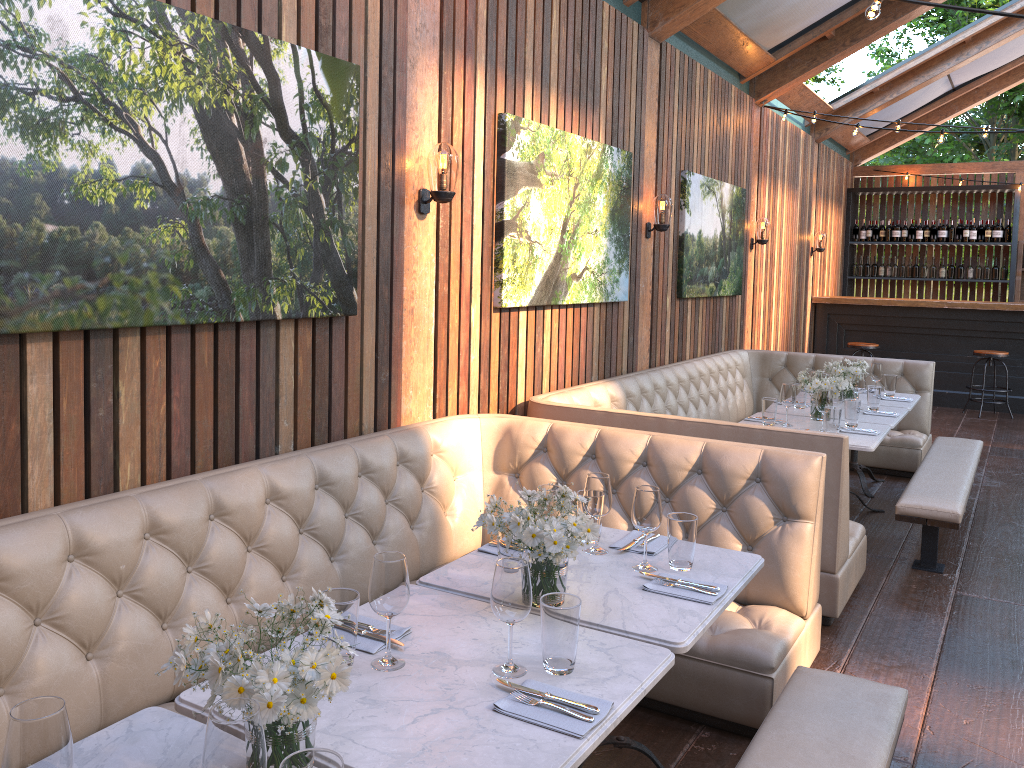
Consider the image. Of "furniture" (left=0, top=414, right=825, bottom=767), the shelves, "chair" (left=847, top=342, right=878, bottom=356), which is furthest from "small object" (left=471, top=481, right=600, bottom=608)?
the shelves

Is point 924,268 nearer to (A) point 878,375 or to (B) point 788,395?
(A) point 878,375

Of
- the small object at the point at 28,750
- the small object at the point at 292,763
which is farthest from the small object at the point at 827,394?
the small object at the point at 28,750

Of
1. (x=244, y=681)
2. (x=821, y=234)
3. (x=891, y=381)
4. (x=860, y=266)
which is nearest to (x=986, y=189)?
(x=860, y=266)

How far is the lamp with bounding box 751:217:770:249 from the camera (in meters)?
8.55

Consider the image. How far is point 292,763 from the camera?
1.3m

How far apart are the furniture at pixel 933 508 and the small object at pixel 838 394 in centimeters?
60cm

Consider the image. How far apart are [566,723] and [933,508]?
3.47m

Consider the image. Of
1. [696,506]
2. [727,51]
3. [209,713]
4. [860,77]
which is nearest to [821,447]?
[696,506]

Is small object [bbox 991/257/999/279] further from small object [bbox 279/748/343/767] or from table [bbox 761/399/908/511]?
small object [bbox 279/748/343/767]
